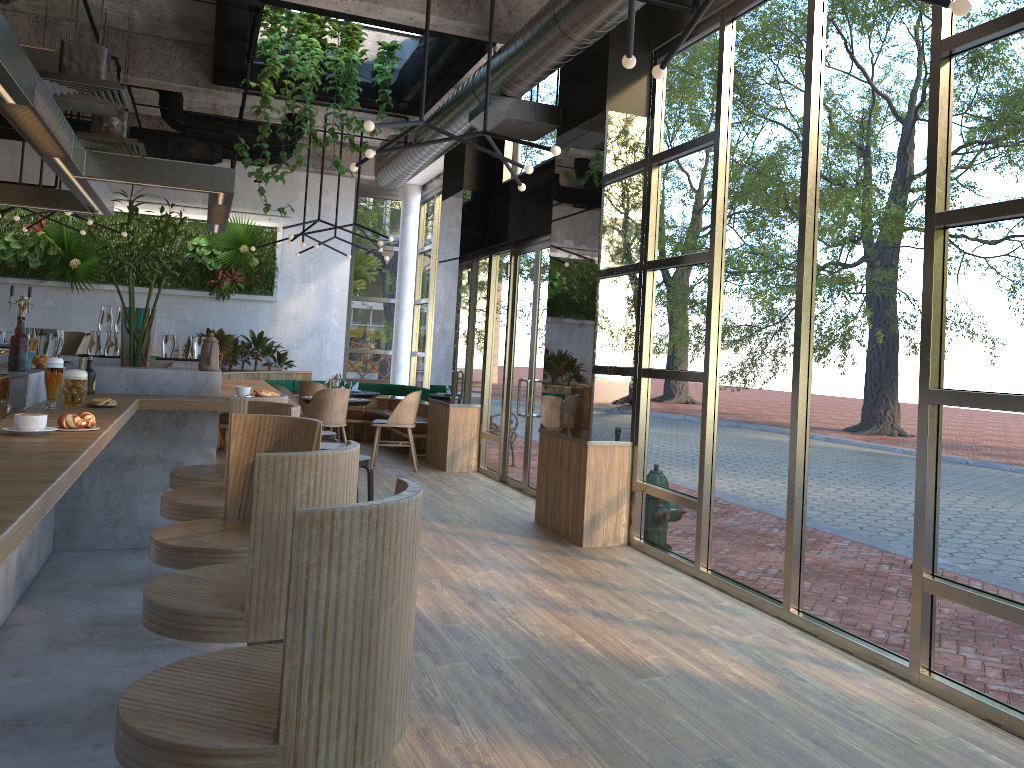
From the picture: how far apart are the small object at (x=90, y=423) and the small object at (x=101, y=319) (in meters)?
4.36

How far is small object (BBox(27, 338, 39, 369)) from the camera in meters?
4.3

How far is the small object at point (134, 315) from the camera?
5.5m

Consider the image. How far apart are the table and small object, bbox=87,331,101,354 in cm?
485

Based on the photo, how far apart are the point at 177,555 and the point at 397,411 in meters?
7.2

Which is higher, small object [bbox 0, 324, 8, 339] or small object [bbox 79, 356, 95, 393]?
small object [bbox 0, 324, 8, 339]

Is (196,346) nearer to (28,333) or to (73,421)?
(28,333)

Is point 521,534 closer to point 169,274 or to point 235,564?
point 235,564

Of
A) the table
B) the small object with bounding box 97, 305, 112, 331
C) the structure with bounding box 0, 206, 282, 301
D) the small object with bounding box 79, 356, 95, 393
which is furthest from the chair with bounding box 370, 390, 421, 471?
the small object with bounding box 79, 356, 95, 393

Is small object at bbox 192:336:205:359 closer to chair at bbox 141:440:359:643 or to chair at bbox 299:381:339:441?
chair at bbox 299:381:339:441
